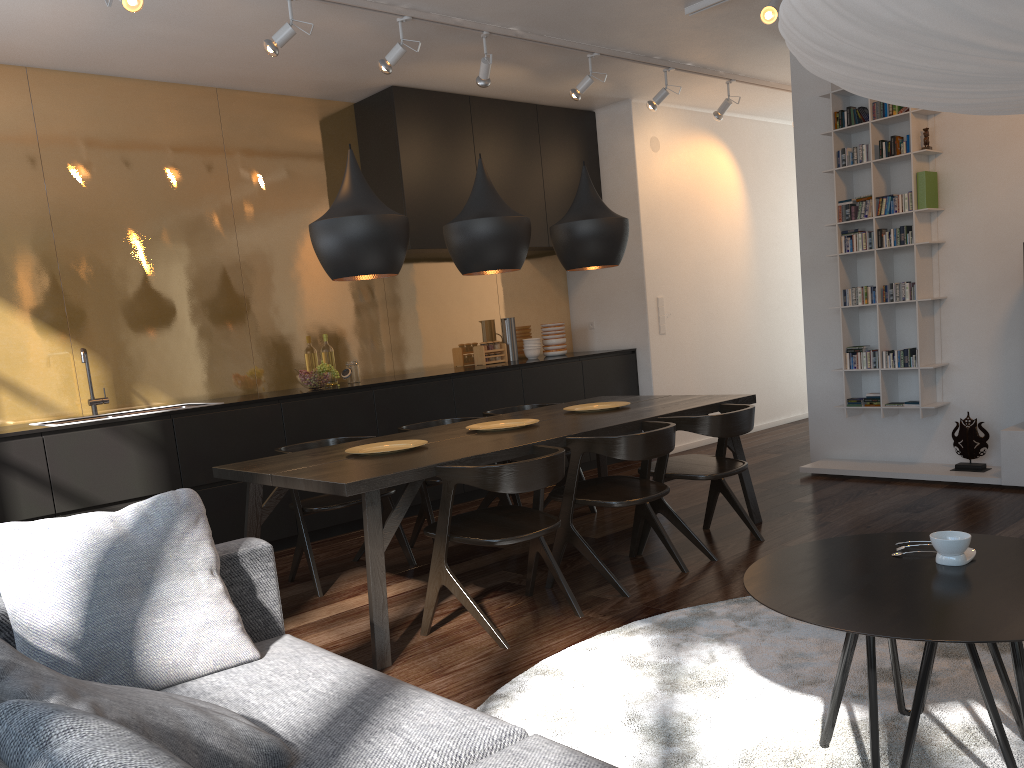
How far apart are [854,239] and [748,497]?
1.96m

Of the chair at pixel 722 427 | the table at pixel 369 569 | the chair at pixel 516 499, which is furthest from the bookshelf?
the chair at pixel 516 499

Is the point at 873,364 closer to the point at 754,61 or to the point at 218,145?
the point at 754,61

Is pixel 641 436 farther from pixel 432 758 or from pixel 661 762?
pixel 432 758

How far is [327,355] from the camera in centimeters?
592cm

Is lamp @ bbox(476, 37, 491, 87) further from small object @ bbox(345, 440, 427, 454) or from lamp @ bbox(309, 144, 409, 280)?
small object @ bbox(345, 440, 427, 454)

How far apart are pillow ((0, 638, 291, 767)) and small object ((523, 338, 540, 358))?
5.61m

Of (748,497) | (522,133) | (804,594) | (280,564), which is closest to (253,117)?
(522,133)

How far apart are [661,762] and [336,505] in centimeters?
225cm

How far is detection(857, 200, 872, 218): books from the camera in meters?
5.4
